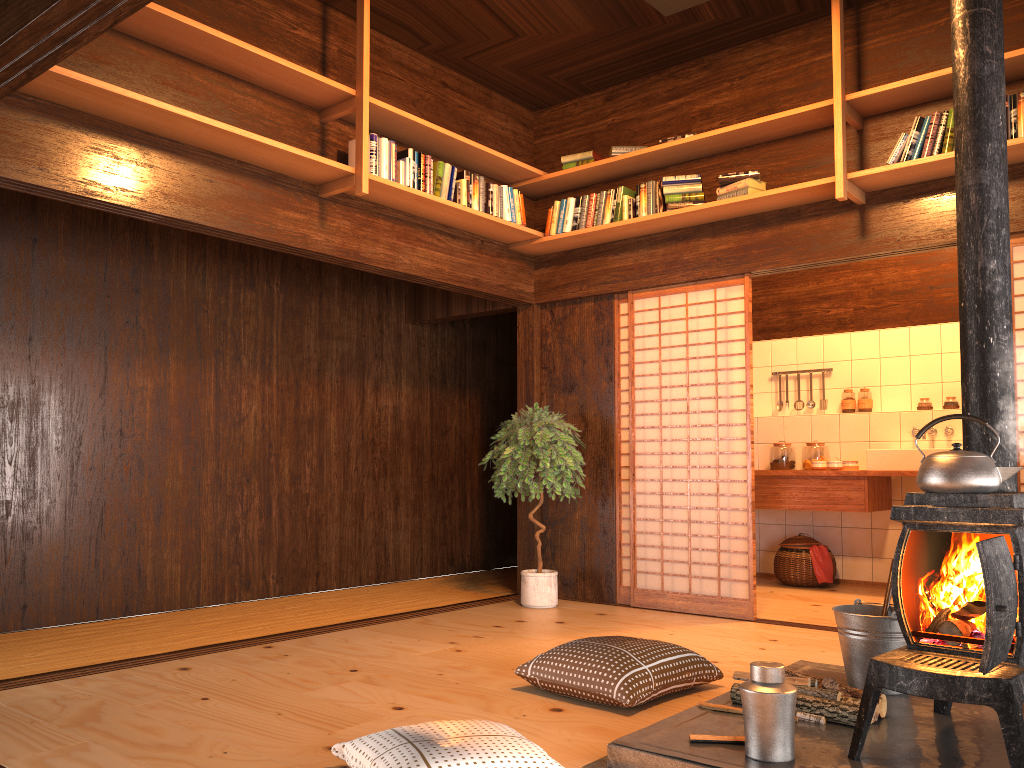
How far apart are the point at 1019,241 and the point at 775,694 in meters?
3.1 m

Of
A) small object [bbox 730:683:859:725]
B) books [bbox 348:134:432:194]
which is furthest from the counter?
small object [bbox 730:683:859:725]

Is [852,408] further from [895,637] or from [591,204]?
[895,637]

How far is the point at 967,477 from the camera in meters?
2.5 m

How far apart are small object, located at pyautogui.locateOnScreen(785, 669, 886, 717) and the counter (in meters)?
3.41

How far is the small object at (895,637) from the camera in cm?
318

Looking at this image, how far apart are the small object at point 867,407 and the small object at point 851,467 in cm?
69

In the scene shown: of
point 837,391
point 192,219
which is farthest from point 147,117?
point 837,391

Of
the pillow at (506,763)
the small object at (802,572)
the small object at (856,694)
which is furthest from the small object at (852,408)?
the pillow at (506,763)

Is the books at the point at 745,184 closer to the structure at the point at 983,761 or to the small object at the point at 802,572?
the structure at the point at 983,761
